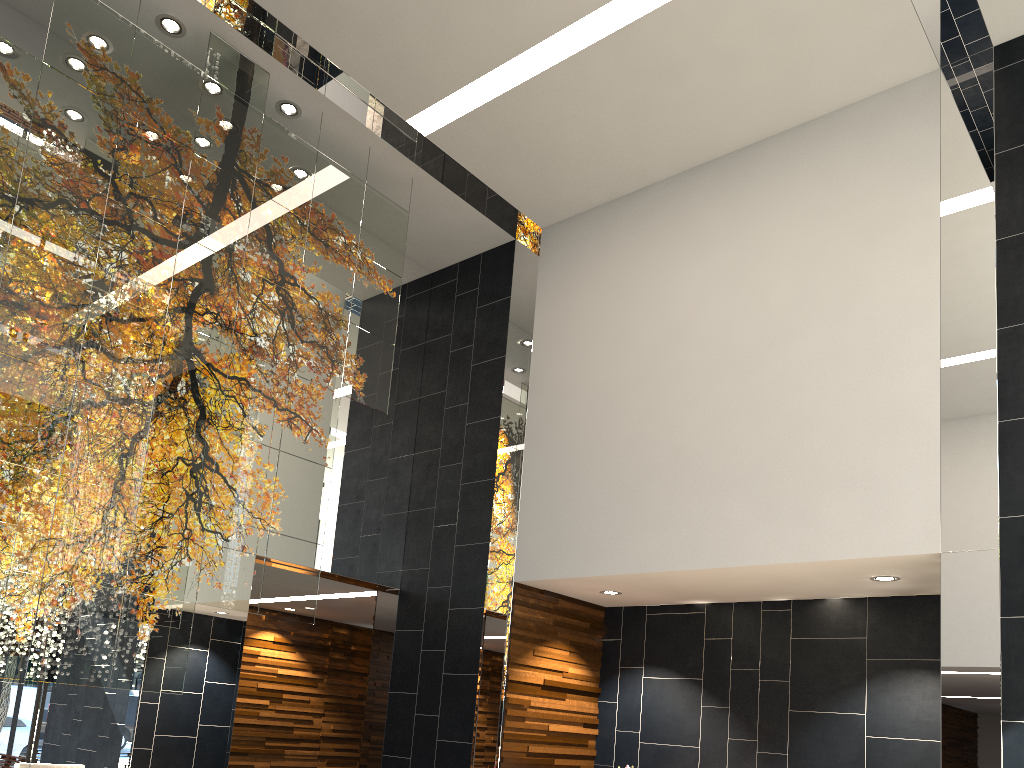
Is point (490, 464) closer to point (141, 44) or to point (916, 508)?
point (916, 508)
